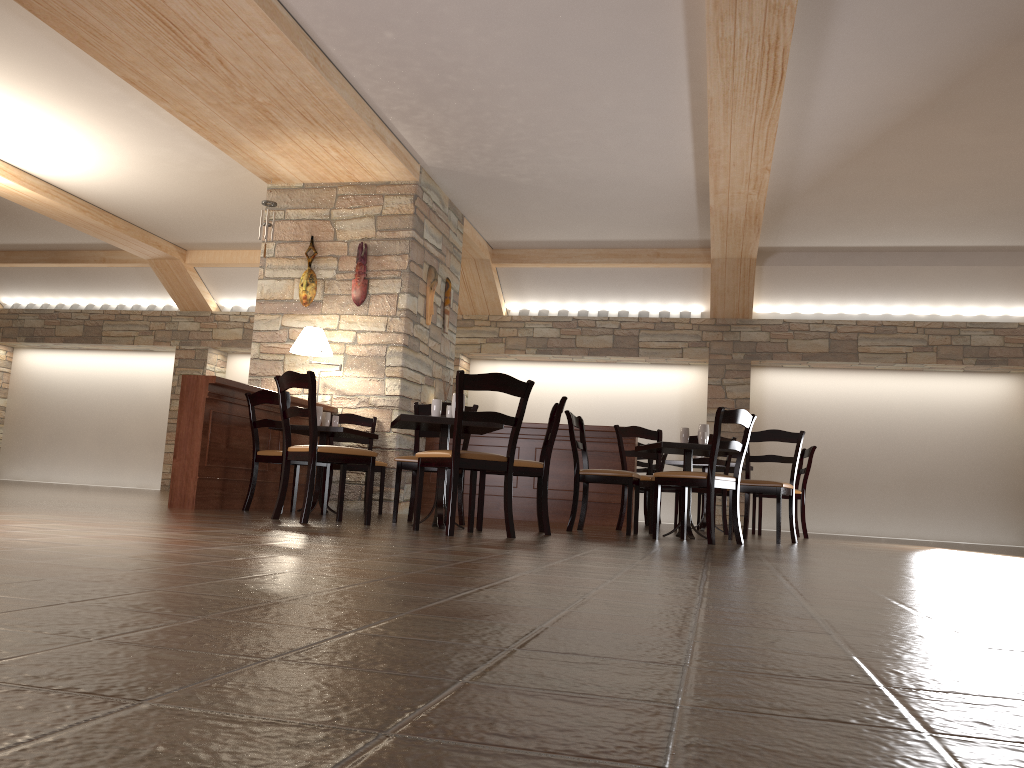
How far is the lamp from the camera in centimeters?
752cm

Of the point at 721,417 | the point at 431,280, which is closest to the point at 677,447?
the point at 721,417

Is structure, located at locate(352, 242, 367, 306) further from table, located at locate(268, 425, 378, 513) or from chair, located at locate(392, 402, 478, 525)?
chair, located at locate(392, 402, 478, 525)

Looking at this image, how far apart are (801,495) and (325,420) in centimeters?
433cm

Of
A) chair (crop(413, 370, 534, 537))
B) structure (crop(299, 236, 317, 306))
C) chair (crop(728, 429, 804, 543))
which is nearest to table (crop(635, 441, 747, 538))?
chair (crop(728, 429, 804, 543))

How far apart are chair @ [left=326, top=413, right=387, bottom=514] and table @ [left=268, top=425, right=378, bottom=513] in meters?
0.4 m

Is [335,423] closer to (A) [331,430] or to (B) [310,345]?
(A) [331,430]

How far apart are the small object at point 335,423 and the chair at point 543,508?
2.0m

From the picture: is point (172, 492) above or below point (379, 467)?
below

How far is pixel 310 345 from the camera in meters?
7.5 m
